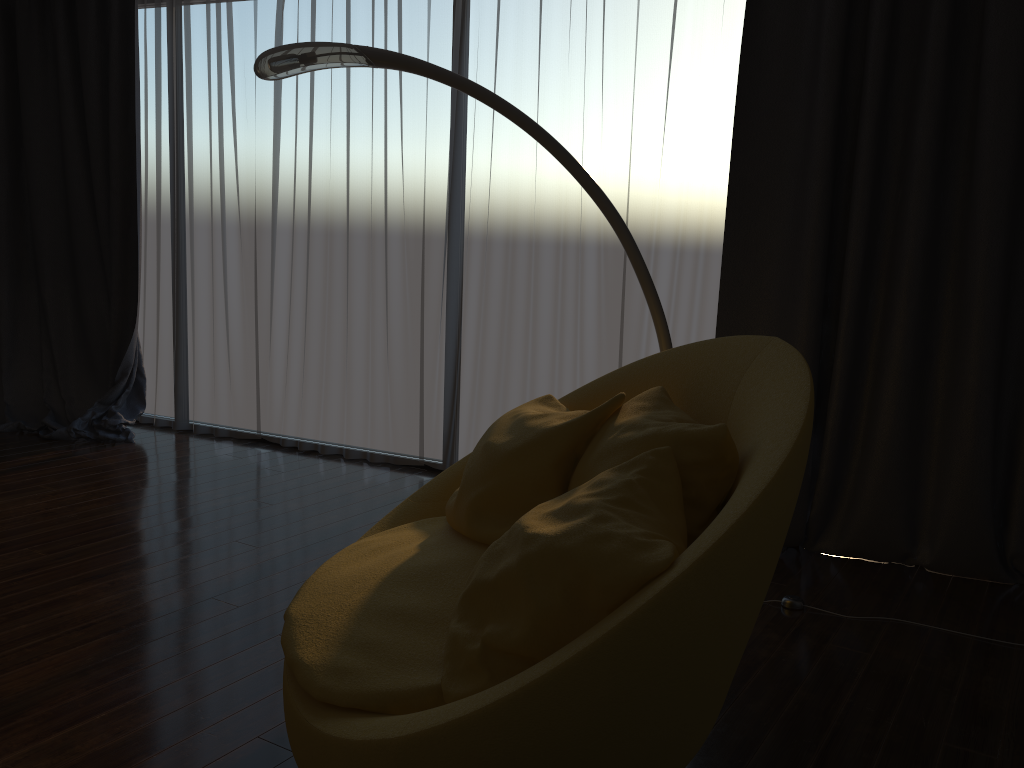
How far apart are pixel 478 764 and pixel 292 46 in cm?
219

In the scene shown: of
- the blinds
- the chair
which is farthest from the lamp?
the blinds

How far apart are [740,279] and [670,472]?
1.8m

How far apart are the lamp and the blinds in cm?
53

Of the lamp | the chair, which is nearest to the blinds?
the lamp

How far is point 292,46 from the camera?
2.7m

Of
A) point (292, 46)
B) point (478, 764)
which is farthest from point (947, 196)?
point (478, 764)

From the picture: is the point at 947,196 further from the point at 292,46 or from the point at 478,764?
the point at 478,764

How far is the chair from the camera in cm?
135

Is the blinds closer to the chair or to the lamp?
the lamp
